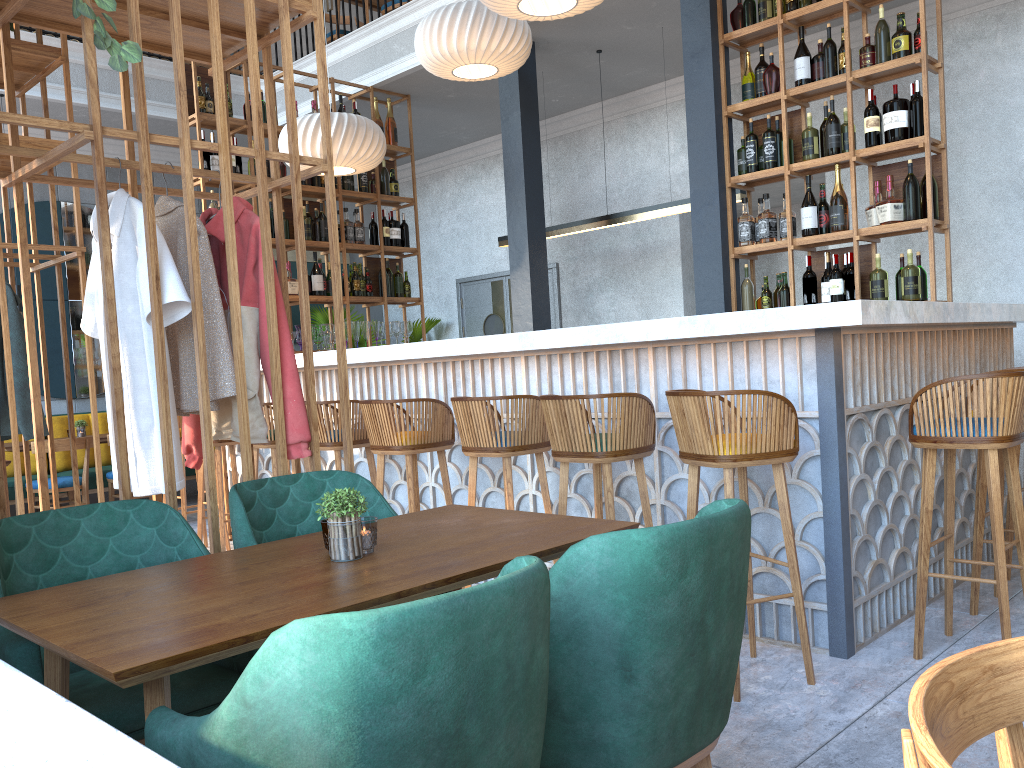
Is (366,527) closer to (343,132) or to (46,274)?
(343,132)

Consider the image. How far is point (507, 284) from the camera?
9.3m

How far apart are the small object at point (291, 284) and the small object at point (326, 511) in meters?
2.2

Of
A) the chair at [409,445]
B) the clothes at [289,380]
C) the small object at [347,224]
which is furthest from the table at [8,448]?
the clothes at [289,380]

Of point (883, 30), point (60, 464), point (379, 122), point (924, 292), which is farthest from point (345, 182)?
point (924, 292)

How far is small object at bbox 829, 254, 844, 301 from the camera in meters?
5.0

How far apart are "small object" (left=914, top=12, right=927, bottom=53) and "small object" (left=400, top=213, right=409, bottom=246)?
4.28m

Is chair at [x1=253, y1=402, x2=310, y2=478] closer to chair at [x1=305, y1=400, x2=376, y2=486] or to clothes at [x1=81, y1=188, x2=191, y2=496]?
chair at [x1=305, y1=400, x2=376, y2=486]

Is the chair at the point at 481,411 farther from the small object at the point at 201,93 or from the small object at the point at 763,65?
the small object at the point at 201,93

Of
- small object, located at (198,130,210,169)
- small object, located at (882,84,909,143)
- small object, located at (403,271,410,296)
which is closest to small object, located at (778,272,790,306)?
small object, located at (882,84,909,143)
